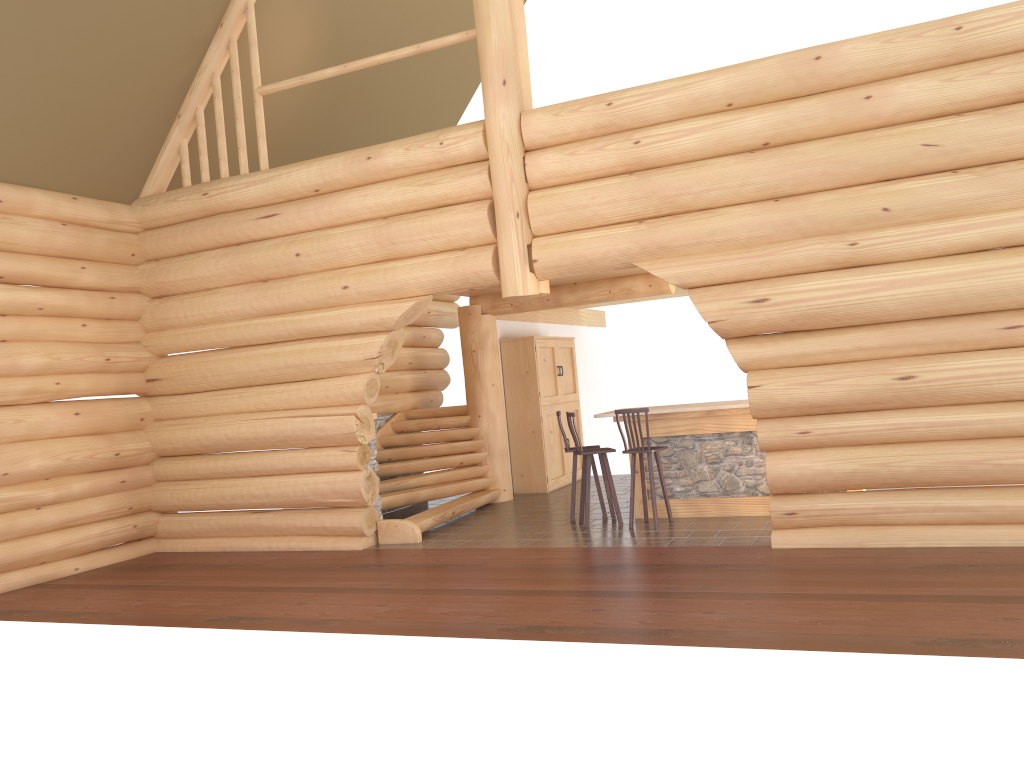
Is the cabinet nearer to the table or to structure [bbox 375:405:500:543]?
structure [bbox 375:405:500:543]

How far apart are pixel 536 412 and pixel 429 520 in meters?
3.5 m

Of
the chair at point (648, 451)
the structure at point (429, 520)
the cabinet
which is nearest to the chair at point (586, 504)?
the chair at point (648, 451)

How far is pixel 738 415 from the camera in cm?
990

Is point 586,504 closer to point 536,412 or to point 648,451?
point 648,451

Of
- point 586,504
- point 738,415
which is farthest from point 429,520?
point 738,415

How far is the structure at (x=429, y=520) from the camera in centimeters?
1056cm

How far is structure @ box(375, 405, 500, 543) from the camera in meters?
10.6

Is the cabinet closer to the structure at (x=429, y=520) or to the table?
the structure at (x=429, y=520)

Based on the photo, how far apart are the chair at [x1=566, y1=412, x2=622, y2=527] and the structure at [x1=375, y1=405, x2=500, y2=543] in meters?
1.8
